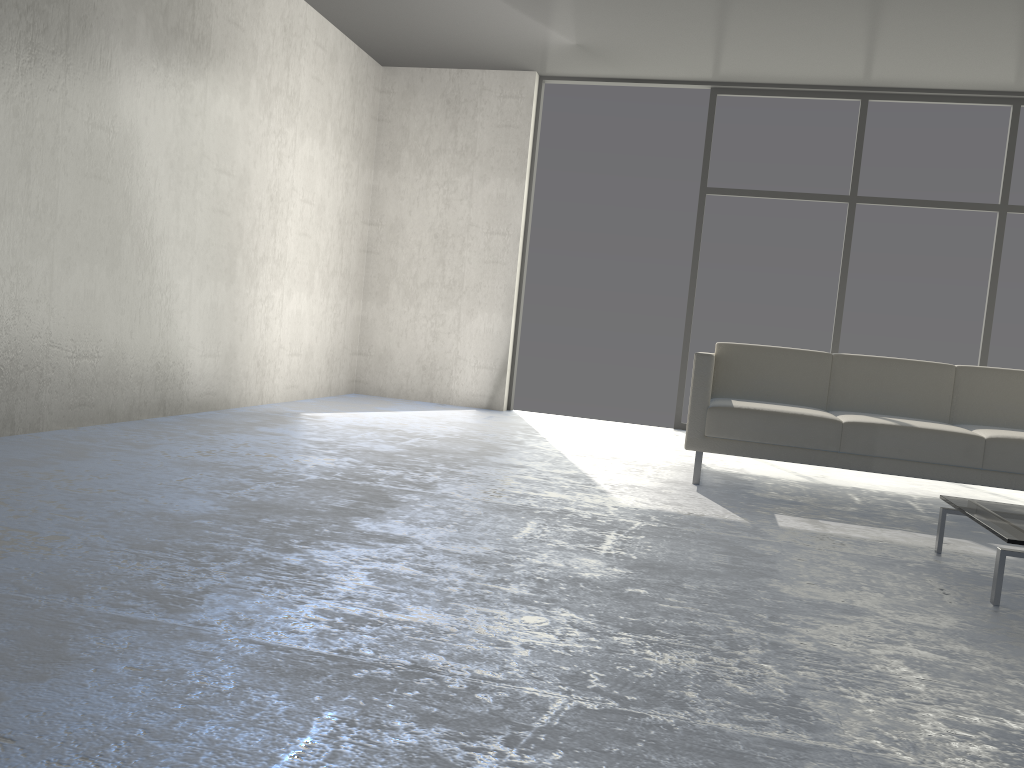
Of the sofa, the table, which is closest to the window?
the sofa

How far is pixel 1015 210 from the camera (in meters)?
5.94

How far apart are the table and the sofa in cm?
80

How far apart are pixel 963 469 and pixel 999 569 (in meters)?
1.47

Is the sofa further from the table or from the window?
the window

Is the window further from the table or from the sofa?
the table

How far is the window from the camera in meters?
5.9 m

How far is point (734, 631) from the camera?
2.0m

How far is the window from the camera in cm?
594

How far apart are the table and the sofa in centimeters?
80cm
